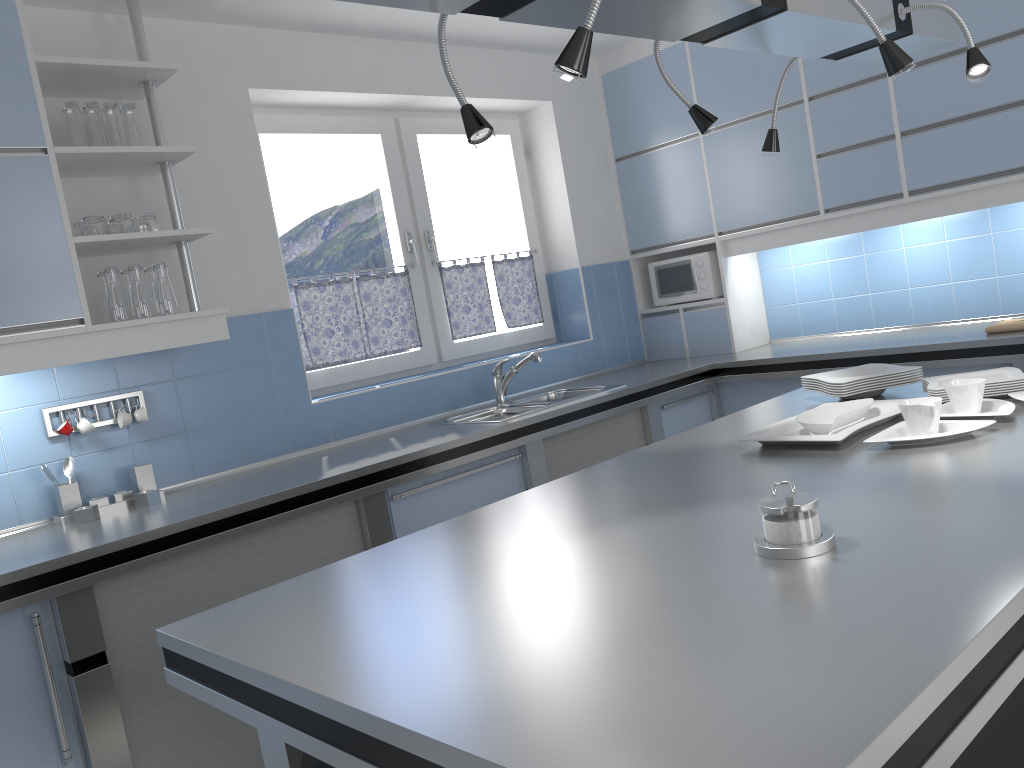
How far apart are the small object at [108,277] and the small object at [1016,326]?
3.3m

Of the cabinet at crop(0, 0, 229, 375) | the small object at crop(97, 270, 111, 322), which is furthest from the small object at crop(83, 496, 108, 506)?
the small object at crop(97, 270, 111, 322)

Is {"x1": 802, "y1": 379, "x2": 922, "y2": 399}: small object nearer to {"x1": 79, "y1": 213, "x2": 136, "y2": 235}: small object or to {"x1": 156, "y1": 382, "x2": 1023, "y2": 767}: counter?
{"x1": 156, "y1": 382, "x2": 1023, "y2": 767}: counter

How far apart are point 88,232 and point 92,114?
0.4 meters

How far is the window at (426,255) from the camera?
4.42m

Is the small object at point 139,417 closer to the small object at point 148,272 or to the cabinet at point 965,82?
the small object at point 148,272

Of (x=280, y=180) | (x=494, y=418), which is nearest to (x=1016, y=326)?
(x=494, y=418)

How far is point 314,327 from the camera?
4.0 meters

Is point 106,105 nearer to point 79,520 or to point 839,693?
point 79,520

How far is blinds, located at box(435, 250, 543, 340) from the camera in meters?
4.5 m
